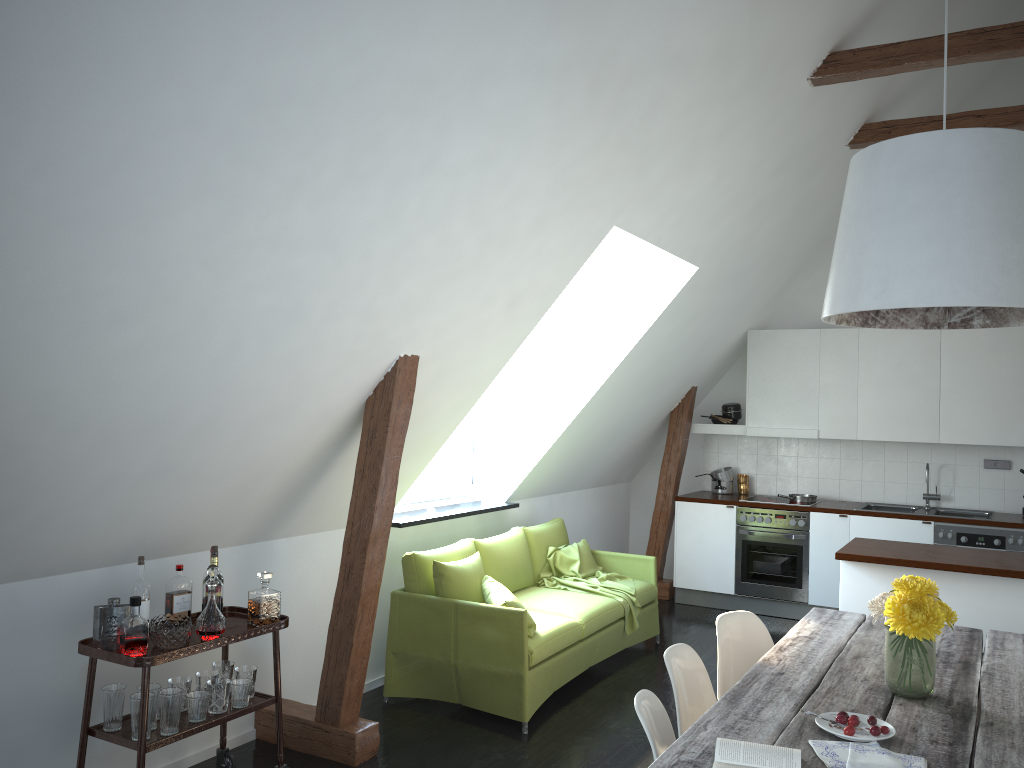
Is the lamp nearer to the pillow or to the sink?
the pillow

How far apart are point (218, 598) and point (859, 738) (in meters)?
2.40

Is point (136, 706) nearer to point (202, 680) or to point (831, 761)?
point (202, 680)

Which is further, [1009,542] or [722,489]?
[722,489]

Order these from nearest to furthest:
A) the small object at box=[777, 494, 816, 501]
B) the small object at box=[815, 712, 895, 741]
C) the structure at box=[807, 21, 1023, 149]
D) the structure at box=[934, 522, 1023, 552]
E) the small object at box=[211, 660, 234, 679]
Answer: the small object at box=[815, 712, 895, 741]
the small object at box=[211, 660, 234, 679]
the structure at box=[807, 21, 1023, 149]
the structure at box=[934, 522, 1023, 552]
the small object at box=[777, 494, 816, 501]

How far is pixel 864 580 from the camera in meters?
4.7 m

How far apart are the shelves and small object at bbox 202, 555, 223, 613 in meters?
0.1

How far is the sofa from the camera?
4.57m

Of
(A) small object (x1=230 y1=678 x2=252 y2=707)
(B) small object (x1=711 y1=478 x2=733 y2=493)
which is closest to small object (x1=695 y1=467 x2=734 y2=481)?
(B) small object (x1=711 y1=478 x2=733 y2=493)

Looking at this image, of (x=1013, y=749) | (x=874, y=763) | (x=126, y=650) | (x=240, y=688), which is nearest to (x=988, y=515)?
(x=1013, y=749)
